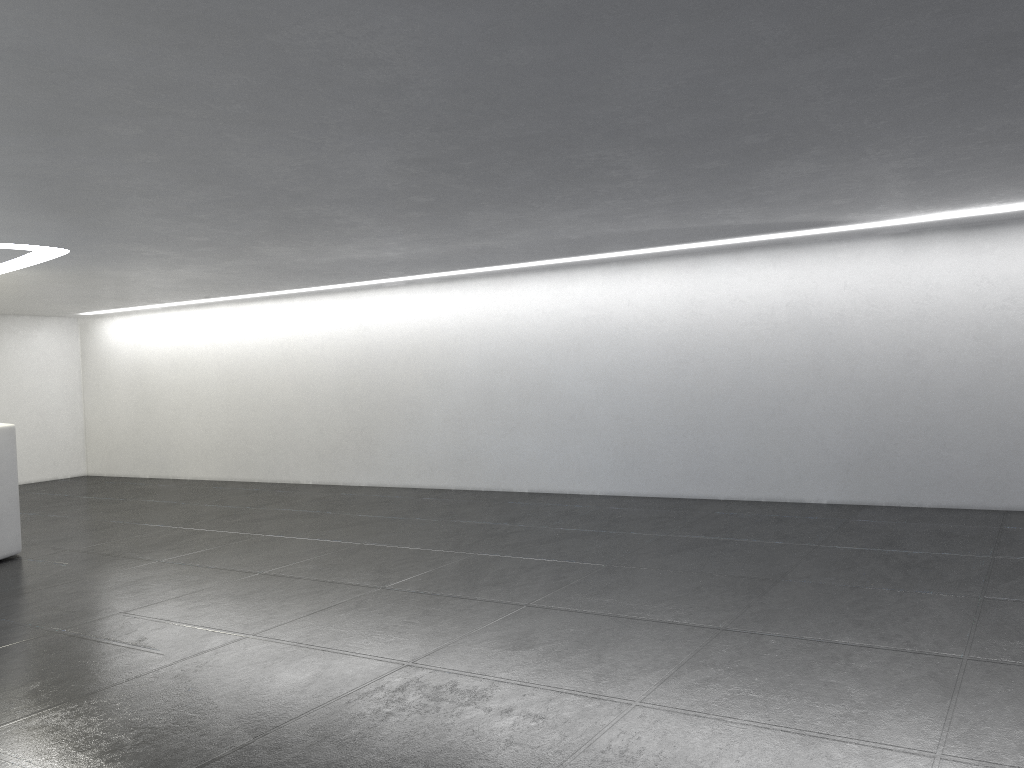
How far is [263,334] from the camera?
18.5m
